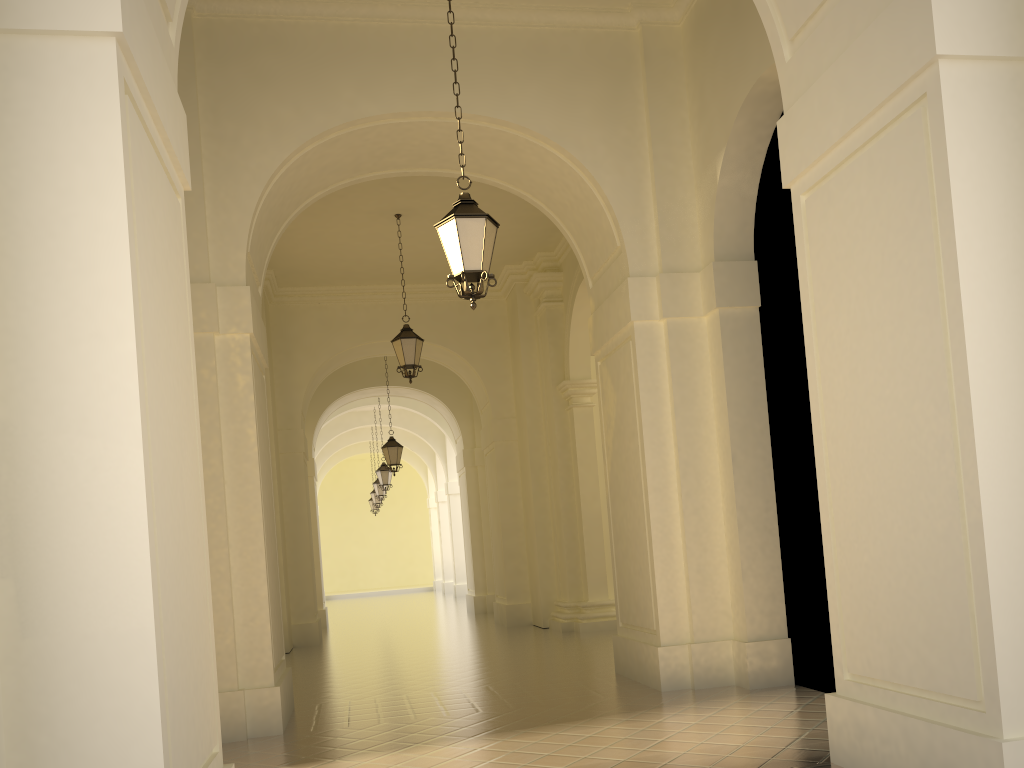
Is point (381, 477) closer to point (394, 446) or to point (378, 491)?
point (378, 491)

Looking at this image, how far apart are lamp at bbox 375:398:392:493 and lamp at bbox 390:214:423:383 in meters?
11.3

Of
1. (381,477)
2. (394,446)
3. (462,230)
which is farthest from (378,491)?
(462,230)

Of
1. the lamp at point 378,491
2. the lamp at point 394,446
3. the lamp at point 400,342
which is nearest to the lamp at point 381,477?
the lamp at point 378,491

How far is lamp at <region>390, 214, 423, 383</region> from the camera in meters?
13.1 m

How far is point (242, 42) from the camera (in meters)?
8.42

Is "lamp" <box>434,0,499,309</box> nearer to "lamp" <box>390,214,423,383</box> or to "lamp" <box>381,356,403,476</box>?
"lamp" <box>390,214,423,383</box>

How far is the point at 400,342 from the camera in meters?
13.1

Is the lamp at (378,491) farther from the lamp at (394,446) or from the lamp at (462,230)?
the lamp at (462,230)

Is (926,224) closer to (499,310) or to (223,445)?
(223,445)
